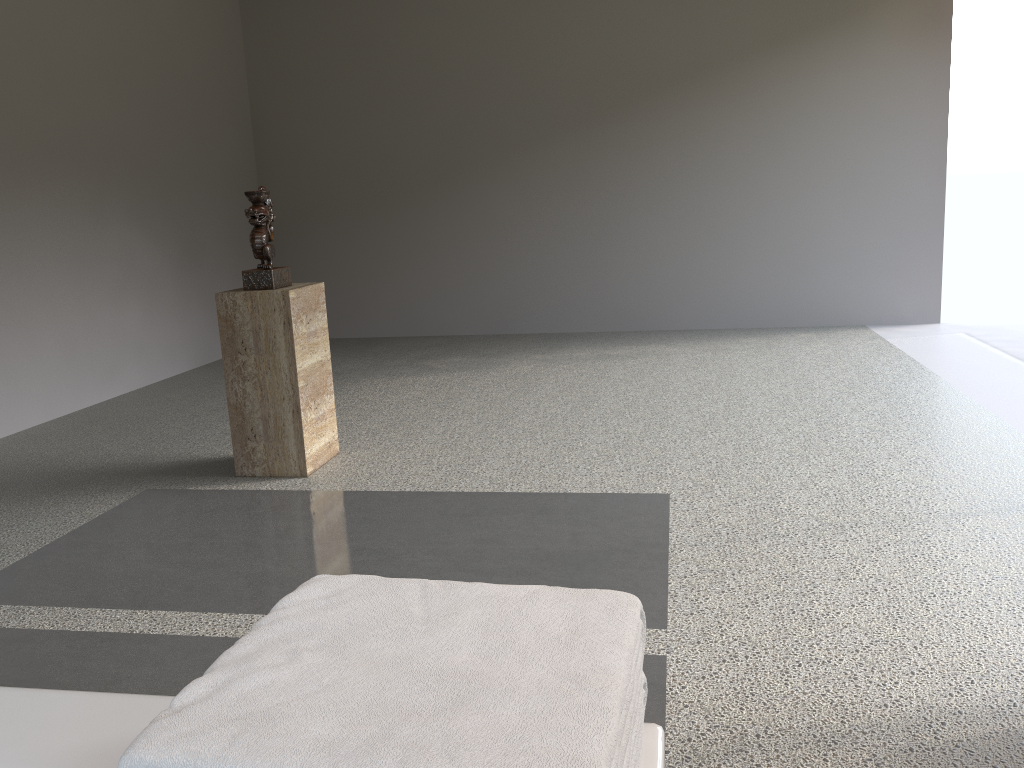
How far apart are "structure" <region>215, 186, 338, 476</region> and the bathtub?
2.37m

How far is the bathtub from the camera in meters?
0.8 m

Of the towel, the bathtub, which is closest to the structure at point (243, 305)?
the bathtub

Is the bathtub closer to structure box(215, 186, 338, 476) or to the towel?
the towel

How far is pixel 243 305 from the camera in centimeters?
321cm

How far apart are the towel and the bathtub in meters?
0.0

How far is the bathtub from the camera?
0.78m

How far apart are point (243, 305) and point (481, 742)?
2.87m

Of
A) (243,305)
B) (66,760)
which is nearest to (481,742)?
(66,760)

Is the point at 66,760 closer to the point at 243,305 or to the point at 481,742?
the point at 481,742
